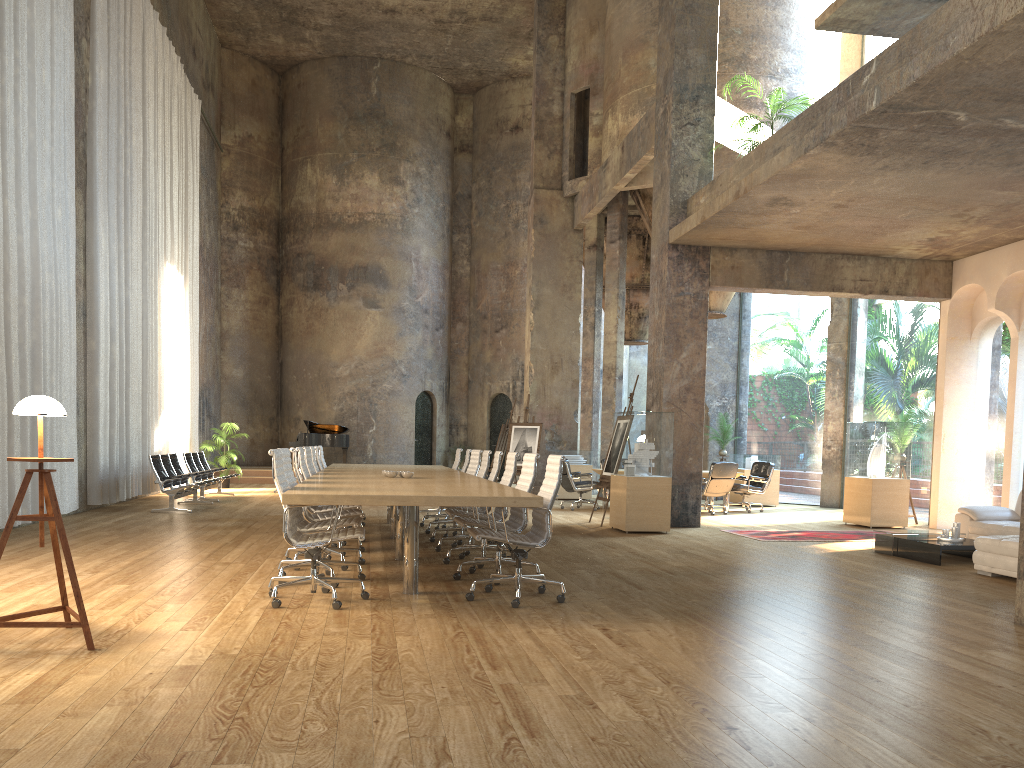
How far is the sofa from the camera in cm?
757

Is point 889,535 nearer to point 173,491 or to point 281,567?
point 281,567

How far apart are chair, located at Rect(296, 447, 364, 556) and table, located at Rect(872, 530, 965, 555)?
5.80m

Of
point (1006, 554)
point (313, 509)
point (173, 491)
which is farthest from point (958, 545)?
point (173, 491)

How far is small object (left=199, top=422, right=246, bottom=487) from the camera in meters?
19.1

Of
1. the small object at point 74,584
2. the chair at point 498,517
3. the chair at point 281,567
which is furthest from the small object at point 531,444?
the small object at point 74,584

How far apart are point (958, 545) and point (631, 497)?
3.78m

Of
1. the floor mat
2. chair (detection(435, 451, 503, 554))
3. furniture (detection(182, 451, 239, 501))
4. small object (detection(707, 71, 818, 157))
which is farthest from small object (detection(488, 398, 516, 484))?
chair (detection(435, 451, 503, 554))

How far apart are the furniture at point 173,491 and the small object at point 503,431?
6.6 meters

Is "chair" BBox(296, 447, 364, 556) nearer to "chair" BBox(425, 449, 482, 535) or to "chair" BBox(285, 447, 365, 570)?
"chair" BBox(285, 447, 365, 570)
